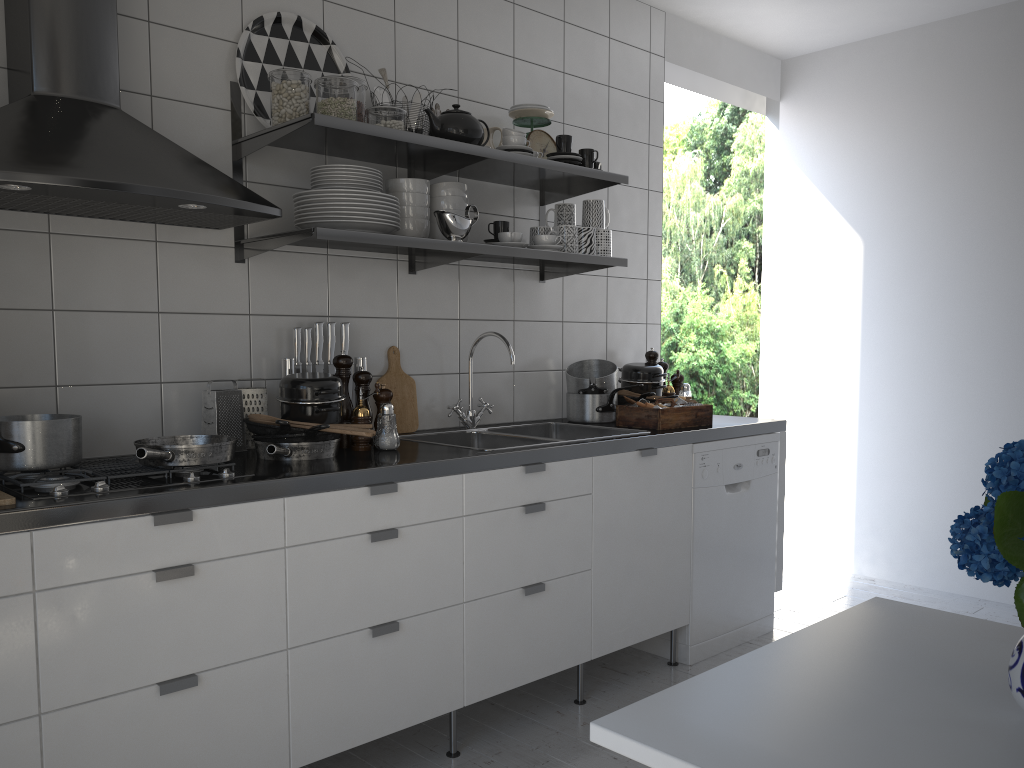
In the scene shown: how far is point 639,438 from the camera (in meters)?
2.86

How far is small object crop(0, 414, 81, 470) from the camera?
1.89m

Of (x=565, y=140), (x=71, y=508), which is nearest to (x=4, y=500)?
(x=71, y=508)

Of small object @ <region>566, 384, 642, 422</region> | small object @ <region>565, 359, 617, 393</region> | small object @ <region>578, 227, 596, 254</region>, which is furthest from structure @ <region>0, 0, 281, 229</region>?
small object @ <region>566, 384, 642, 422</region>

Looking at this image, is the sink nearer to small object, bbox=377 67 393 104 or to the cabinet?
the cabinet

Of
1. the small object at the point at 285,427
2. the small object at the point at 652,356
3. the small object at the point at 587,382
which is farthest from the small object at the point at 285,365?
the small object at the point at 652,356

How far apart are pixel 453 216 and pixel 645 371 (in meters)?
1.21

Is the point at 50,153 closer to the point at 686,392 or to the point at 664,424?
the point at 664,424

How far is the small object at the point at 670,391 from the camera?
3.68m

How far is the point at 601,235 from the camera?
3.1 meters
